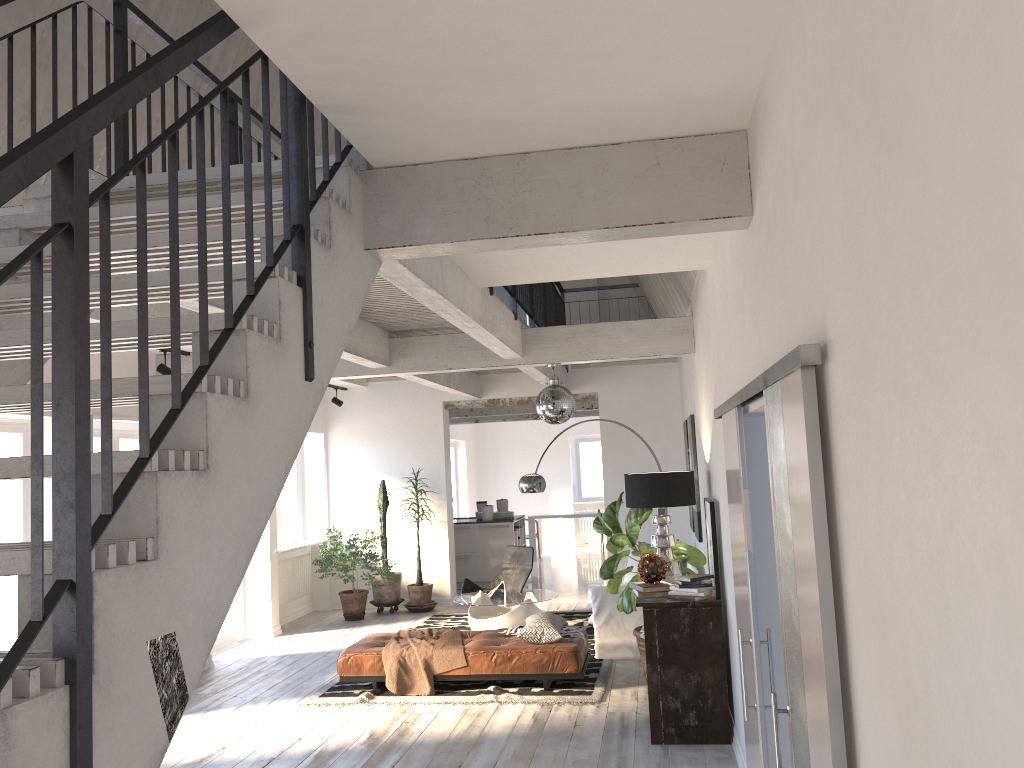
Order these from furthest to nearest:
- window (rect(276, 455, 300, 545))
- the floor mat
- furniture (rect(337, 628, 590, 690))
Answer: window (rect(276, 455, 300, 545))
furniture (rect(337, 628, 590, 690))
the floor mat

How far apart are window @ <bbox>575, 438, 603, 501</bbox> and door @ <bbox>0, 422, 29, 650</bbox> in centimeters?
1363cm

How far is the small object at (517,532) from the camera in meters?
13.3

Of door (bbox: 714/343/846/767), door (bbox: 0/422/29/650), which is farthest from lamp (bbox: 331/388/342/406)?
door (bbox: 714/343/846/767)

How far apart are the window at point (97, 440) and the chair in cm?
408

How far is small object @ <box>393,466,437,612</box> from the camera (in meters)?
11.25

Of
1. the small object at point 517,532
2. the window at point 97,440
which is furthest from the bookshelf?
the small object at point 517,532

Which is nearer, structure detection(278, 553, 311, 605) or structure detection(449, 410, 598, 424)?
structure detection(278, 553, 311, 605)

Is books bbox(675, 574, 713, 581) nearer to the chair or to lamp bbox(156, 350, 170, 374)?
lamp bbox(156, 350, 170, 374)

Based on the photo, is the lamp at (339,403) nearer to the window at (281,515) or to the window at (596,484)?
the window at (281,515)
